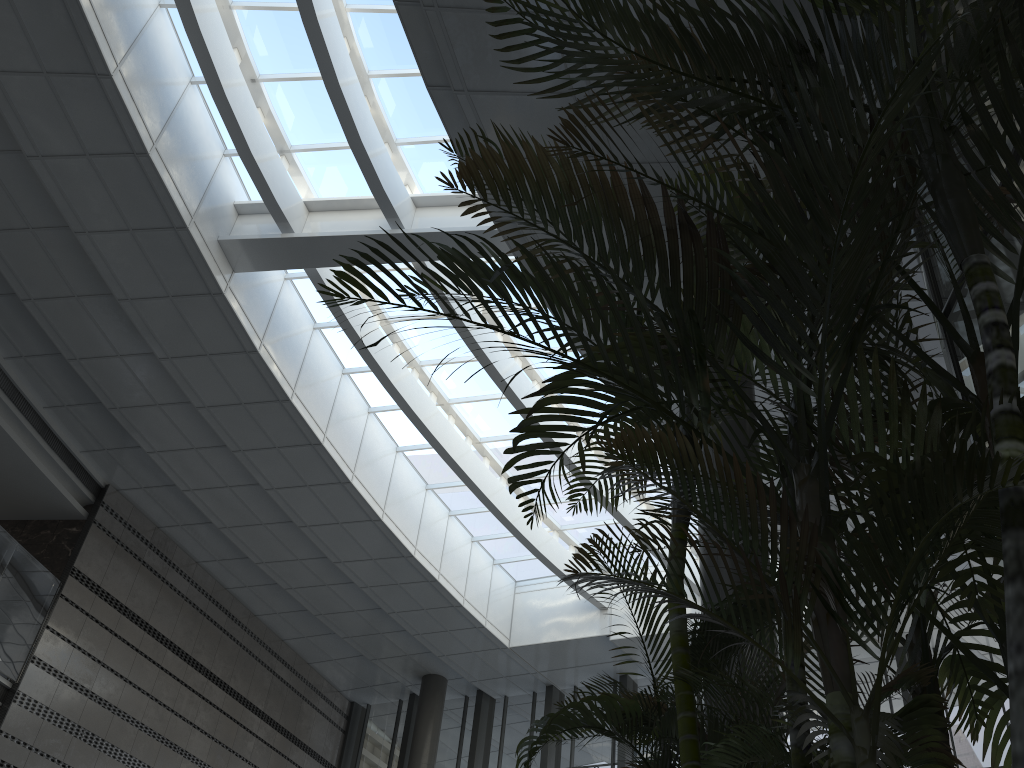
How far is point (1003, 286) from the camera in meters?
3.9

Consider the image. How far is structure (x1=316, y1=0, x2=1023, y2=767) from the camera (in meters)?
1.43

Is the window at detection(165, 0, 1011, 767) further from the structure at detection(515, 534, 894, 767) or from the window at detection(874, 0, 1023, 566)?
the structure at detection(515, 534, 894, 767)

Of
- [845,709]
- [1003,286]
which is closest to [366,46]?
[1003,286]

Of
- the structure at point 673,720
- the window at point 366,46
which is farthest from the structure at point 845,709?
the window at point 366,46

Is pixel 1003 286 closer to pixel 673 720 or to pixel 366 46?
pixel 673 720

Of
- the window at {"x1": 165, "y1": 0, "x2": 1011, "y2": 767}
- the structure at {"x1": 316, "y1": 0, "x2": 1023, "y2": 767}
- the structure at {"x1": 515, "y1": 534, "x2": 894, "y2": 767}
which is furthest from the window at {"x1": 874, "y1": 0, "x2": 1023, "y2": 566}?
the window at {"x1": 165, "y1": 0, "x2": 1011, "y2": 767}

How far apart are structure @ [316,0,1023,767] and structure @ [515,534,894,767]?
0.20m

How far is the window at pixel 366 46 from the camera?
9.2 meters

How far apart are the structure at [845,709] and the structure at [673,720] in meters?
0.2
